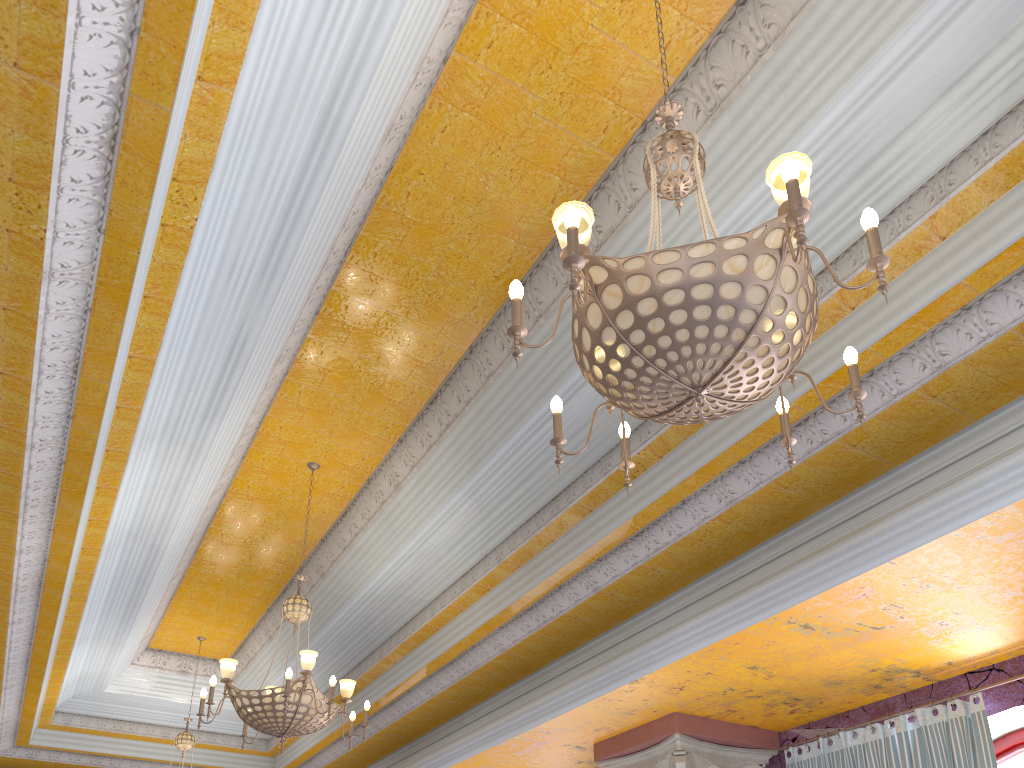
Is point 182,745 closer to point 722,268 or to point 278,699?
point 278,699

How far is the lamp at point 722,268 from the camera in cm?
229

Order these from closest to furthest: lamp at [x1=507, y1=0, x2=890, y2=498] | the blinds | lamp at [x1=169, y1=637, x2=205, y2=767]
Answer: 1. lamp at [x1=507, y1=0, x2=890, y2=498]
2. the blinds
3. lamp at [x1=169, y1=637, x2=205, y2=767]

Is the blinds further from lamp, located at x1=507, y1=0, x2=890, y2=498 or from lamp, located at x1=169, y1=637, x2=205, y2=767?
lamp, located at x1=169, y1=637, x2=205, y2=767

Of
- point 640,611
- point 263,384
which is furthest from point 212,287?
point 640,611

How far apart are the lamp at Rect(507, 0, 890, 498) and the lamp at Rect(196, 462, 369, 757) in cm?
292

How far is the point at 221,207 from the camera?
3.8 meters

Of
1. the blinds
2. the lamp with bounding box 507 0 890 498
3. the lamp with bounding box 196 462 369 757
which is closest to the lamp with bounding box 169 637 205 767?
the lamp with bounding box 196 462 369 757

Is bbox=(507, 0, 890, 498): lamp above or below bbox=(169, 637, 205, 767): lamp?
below

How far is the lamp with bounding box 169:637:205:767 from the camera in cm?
843
